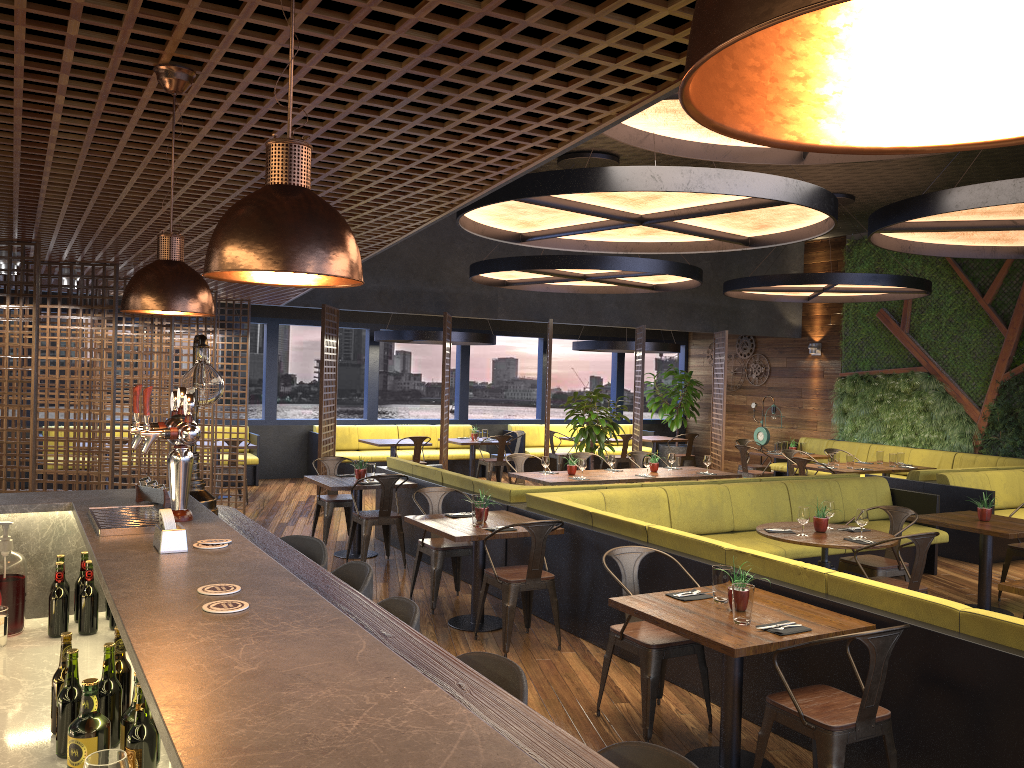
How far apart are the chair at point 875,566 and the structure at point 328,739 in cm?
469

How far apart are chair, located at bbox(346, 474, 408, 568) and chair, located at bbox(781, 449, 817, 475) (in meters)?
6.45

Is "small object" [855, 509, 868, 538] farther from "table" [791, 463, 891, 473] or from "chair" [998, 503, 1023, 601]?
"table" [791, 463, 891, 473]

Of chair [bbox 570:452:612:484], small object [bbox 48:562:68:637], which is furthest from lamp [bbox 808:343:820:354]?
small object [bbox 48:562:68:637]

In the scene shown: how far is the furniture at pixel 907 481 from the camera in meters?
10.2 m

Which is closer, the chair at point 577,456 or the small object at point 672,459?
the small object at point 672,459

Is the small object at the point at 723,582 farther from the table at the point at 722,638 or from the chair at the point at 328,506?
the chair at the point at 328,506

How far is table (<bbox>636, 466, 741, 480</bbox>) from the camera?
10.2m

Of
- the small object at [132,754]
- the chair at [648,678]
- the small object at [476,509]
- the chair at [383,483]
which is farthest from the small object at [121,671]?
the chair at [383,483]

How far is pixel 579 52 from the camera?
2.2m
